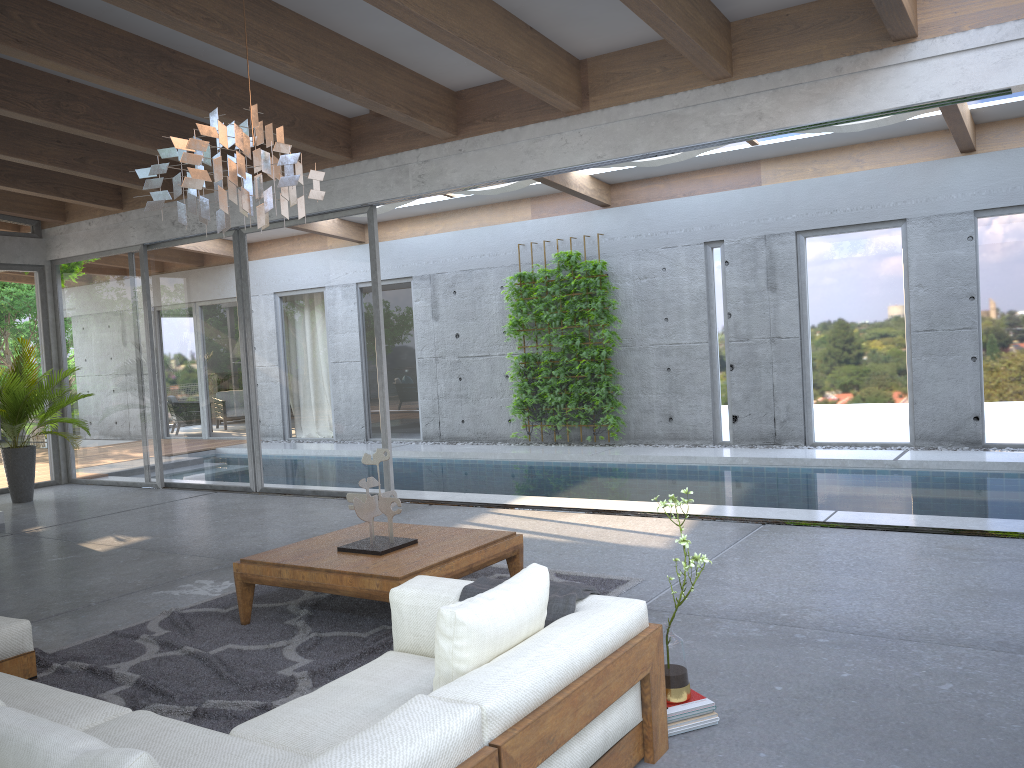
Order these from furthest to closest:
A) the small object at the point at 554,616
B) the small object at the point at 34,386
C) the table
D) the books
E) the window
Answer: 1. the small object at the point at 34,386
2. the window
3. the table
4. the books
5. the small object at the point at 554,616

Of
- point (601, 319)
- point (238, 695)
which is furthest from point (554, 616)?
point (601, 319)

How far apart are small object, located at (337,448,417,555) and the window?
3.5m

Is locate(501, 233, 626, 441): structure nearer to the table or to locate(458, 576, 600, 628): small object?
the table

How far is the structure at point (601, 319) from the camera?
11.3m

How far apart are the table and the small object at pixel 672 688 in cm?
133

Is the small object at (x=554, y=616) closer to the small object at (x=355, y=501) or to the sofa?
the sofa

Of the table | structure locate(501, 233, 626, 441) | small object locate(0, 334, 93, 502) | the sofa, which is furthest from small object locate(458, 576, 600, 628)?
structure locate(501, 233, 626, 441)

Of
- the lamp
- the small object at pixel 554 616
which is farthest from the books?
the lamp

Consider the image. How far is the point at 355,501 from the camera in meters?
4.5 m
